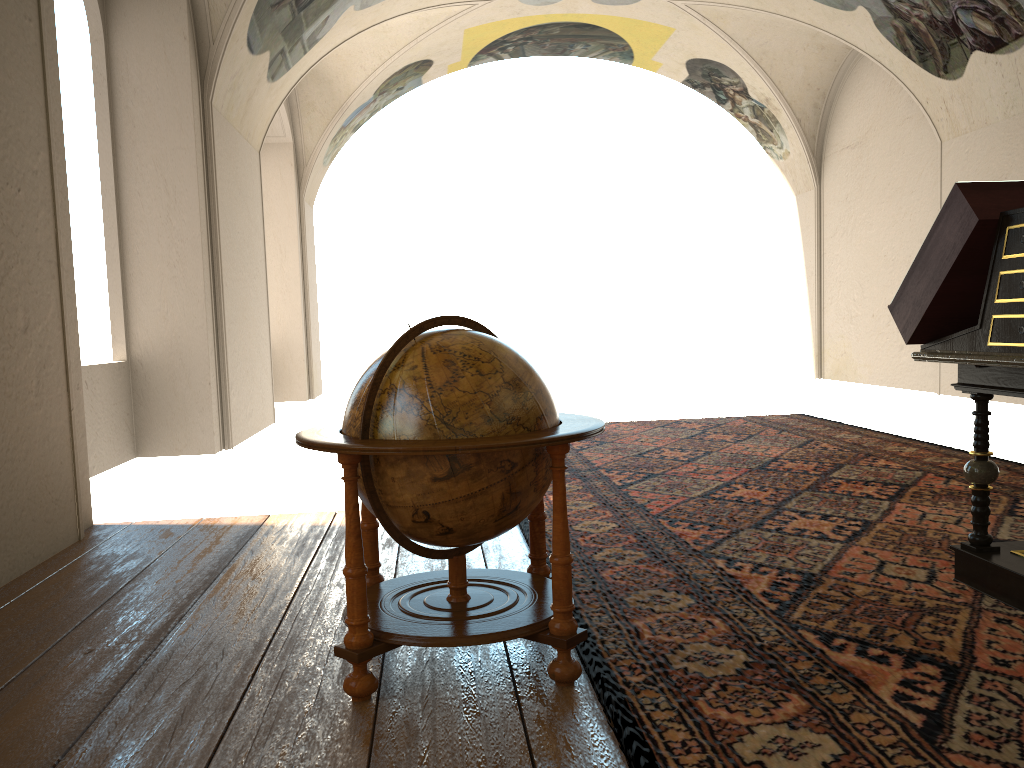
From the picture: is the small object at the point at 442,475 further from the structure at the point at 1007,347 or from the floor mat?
the structure at the point at 1007,347

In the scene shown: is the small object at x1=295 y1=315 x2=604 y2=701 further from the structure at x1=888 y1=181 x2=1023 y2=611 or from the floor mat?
the structure at x1=888 y1=181 x2=1023 y2=611

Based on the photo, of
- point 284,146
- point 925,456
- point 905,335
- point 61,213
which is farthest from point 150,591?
point 284,146

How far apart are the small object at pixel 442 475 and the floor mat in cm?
7

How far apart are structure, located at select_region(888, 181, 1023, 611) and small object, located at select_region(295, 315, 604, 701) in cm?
180

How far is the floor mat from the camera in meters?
2.9 m

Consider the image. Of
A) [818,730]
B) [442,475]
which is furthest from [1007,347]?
[442,475]

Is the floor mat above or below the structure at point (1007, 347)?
below

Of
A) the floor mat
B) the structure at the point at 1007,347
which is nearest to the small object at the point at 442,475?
the floor mat

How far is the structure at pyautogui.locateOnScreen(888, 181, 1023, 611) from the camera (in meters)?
3.86
